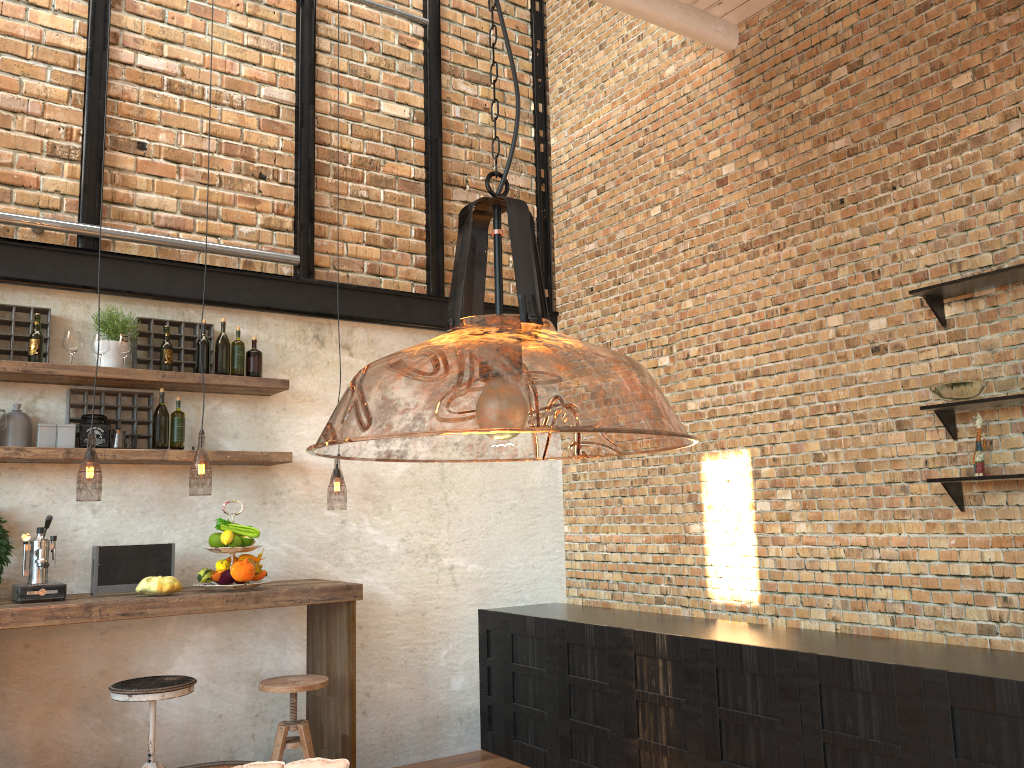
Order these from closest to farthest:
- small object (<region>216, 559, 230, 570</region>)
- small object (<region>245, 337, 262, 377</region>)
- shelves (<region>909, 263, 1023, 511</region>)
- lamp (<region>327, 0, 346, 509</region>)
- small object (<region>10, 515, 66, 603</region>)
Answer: shelves (<region>909, 263, 1023, 511</region>) < small object (<region>10, 515, 66, 603</region>) < small object (<region>216, 559, 230, 570</region>) < small object (<region>245, 337, 262, 377</region>) < lamp (<region>327, 0, 346, 509</region>)

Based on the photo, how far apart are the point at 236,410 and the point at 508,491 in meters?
1.9 m

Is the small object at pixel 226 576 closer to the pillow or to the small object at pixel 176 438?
the small object at pixel 176 438

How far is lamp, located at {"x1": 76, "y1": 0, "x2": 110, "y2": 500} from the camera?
5.2 meters

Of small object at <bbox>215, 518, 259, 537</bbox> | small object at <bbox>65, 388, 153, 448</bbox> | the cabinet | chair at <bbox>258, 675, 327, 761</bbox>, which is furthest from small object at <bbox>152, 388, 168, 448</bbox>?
the cabinet

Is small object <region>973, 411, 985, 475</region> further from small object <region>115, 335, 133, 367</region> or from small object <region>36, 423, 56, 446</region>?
small object <region>36, 423, 56, 446</region>

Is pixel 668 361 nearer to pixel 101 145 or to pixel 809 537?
pixel 809 537

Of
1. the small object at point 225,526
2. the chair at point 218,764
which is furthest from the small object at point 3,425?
the chair at point 218,764

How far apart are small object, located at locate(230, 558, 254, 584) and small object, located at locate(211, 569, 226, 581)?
0.1m

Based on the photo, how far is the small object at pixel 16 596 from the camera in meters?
3.8
